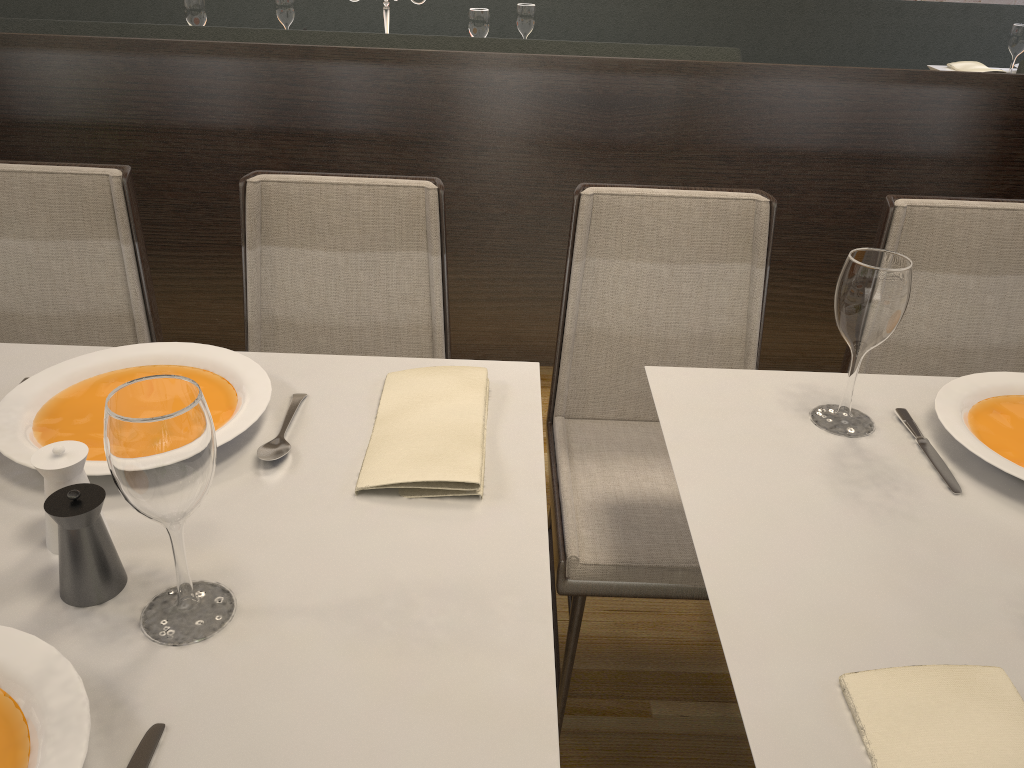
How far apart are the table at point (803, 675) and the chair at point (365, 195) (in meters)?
0.50

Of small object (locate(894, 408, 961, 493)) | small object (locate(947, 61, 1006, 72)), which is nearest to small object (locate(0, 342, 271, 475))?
small object (locate(894, 408, 961, 493))

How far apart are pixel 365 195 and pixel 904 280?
0.9m

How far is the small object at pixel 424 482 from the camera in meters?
1.0

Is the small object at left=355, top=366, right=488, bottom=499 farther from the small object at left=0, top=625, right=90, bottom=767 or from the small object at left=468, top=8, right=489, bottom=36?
the small object at left=468, top=8, right=489, bottom=36

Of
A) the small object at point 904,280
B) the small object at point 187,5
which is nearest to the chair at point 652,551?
the small object at point 904,280

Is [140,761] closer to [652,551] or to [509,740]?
[509,740]

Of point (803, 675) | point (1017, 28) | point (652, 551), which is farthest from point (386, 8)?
point (803, 675)

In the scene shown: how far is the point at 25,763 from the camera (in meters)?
0.66

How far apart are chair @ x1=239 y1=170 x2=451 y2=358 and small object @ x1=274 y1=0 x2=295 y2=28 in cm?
234
